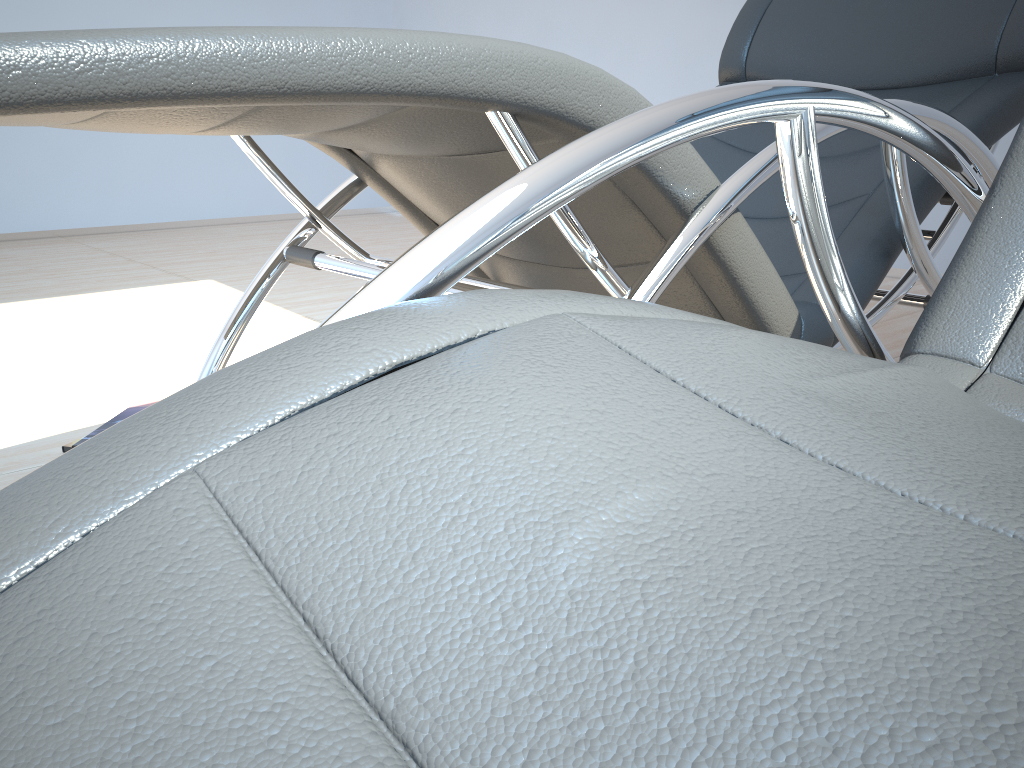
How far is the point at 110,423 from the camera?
1.9 meters

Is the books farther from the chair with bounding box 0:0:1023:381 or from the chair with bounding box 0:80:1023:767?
the chair with bounding box 0:80:1023:767

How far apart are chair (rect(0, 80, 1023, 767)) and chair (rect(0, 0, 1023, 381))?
0.2 meters

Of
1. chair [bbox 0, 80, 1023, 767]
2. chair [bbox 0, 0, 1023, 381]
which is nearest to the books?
chair [bbox 0, 0, 1023, 381]

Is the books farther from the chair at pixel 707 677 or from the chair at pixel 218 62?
the chair at pixel 707 677

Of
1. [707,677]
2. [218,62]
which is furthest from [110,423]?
[707,677]

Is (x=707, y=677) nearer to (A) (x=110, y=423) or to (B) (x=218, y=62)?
(B) (x=218, y=62)

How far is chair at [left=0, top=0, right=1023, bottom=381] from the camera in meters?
0.7

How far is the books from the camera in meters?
1.9

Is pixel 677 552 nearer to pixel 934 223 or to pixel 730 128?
pixel 730 128
